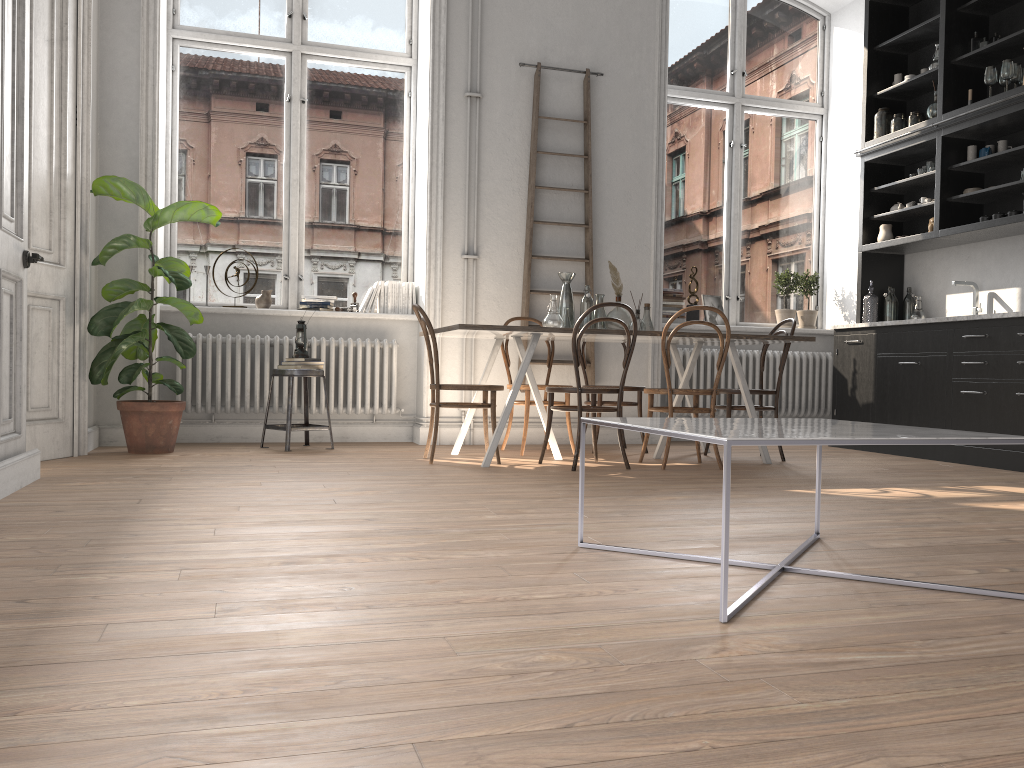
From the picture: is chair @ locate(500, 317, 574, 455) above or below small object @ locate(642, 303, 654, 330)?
below

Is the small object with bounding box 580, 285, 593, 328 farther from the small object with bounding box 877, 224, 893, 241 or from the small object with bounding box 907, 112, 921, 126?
the small object with bounding box 907, 112, 921, 126

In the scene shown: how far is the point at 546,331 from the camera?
4.83m

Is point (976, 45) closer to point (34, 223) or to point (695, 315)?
point (695, 315)

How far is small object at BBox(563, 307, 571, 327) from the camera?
5.46m

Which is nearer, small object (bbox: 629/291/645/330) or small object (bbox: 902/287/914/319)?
small object (bbox: 629/291/645/330)

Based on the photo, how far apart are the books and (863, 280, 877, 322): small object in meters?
3.7 m

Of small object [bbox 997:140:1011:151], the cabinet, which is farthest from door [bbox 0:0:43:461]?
small object [bbox 997:140:1011:151]

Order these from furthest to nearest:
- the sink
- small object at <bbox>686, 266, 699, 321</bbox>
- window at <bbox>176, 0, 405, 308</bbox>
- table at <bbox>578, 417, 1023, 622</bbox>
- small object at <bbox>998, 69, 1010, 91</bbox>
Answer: small object at <bbox>686, 266, 699, 321</bbox>, window at <bbox>176, 0, 405, 308</bbox>, the sink, small object at <bbox>998, 69, 1010, 91</bbox>, table at <bbox>578, 417, 1023, 622</bbox>

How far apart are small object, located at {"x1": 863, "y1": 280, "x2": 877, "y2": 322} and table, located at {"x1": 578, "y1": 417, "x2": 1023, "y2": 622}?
4.44m
